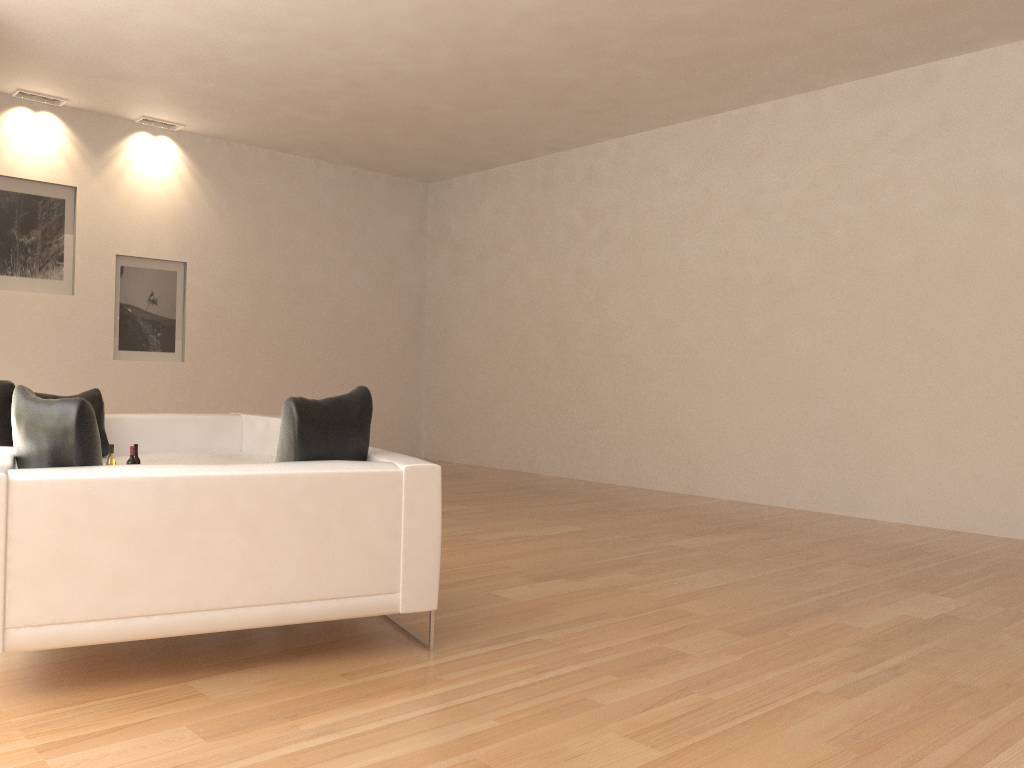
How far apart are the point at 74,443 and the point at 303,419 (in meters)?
0.82

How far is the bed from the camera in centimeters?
675cm

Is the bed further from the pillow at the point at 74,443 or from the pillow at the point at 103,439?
the pillow at the point at 74,443

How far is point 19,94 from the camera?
8.7m

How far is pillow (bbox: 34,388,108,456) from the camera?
6.5 meters

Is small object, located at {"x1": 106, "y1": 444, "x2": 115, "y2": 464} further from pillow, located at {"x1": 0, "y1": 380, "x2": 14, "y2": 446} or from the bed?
pillow, located at {"x1": 0, "y1": 380, "x2": 14, "y2": 446}

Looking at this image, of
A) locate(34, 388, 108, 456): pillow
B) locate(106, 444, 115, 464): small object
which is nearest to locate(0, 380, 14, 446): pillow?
locate(34, 388, 108, 456): pillow

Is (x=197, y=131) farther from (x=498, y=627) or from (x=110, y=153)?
(x=498, y=627)

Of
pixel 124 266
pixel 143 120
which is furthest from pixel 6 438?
pixel 143 120

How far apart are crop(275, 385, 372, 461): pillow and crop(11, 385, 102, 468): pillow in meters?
0.7 m
